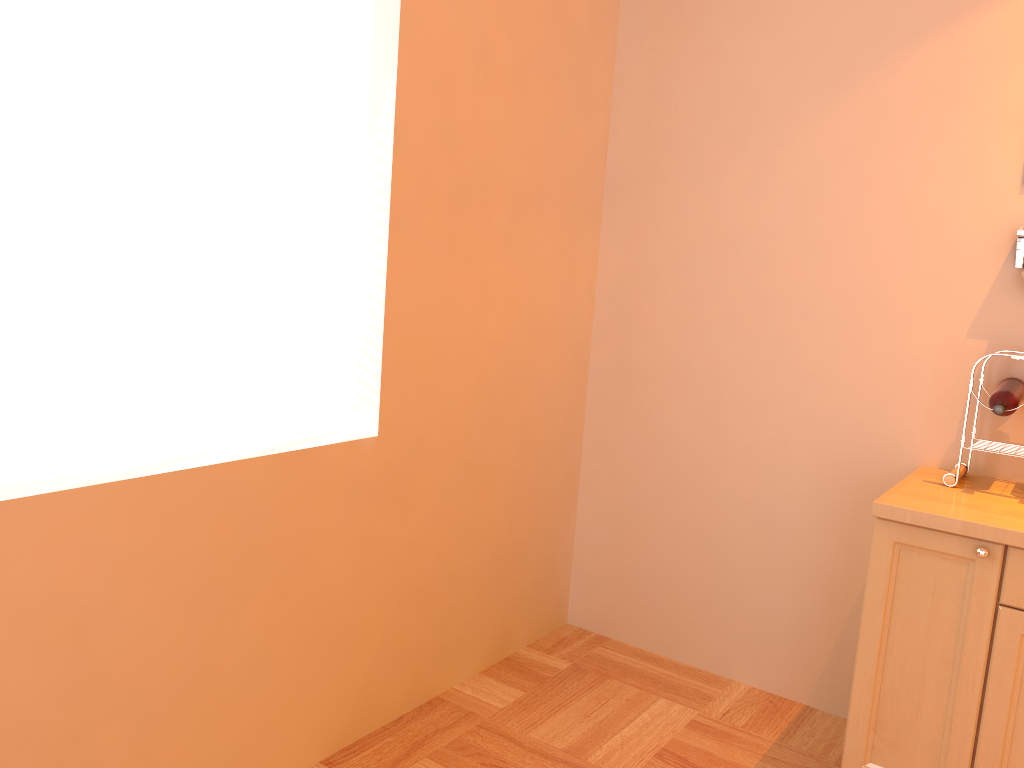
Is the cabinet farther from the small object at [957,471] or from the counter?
the small object at [957,471]

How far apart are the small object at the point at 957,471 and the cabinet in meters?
0.3

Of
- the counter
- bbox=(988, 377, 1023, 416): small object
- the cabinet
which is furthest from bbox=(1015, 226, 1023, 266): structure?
the cabinet

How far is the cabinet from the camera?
2.1m

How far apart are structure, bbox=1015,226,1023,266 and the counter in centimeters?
64cm

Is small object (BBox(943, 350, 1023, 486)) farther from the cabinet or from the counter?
the cabinet

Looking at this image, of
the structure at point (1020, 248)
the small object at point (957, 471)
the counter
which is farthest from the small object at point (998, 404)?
the structure at point (1020, 248)

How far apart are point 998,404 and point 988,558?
0.5 meters

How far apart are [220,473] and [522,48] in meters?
1.6 m

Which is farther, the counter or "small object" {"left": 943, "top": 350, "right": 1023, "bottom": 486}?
"small object" {"left": 943, "top": 350, "right": 1023, "bottom": 486}
